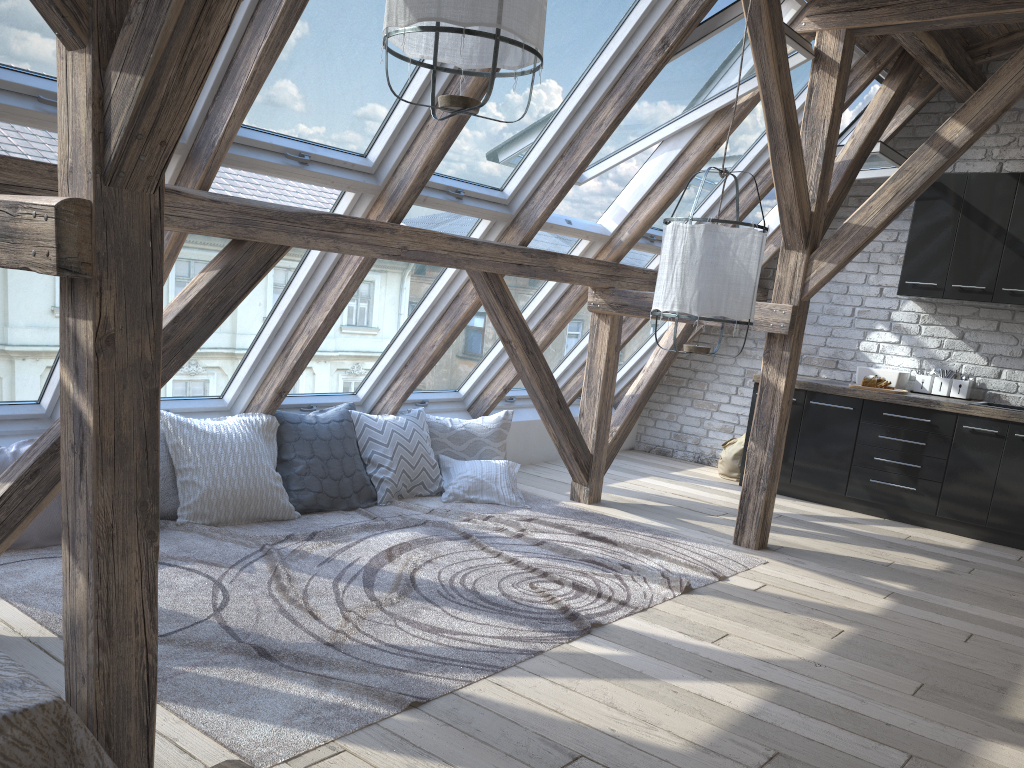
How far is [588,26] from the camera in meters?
4.0 m

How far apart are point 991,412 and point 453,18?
4.76m

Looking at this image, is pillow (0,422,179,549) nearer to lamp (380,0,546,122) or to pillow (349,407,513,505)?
pillow (349,407,513,505)

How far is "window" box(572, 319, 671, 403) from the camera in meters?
7.1 m

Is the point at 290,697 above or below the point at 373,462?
below

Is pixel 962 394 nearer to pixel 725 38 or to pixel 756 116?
pixel 756 116

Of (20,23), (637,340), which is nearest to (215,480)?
(20,23)

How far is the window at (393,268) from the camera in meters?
4.6

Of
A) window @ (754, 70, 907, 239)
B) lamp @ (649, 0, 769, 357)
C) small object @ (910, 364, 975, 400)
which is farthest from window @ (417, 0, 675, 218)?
small object @ (910, 364, 975, 400)

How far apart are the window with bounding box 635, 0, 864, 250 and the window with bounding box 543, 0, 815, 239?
0.4 meters
